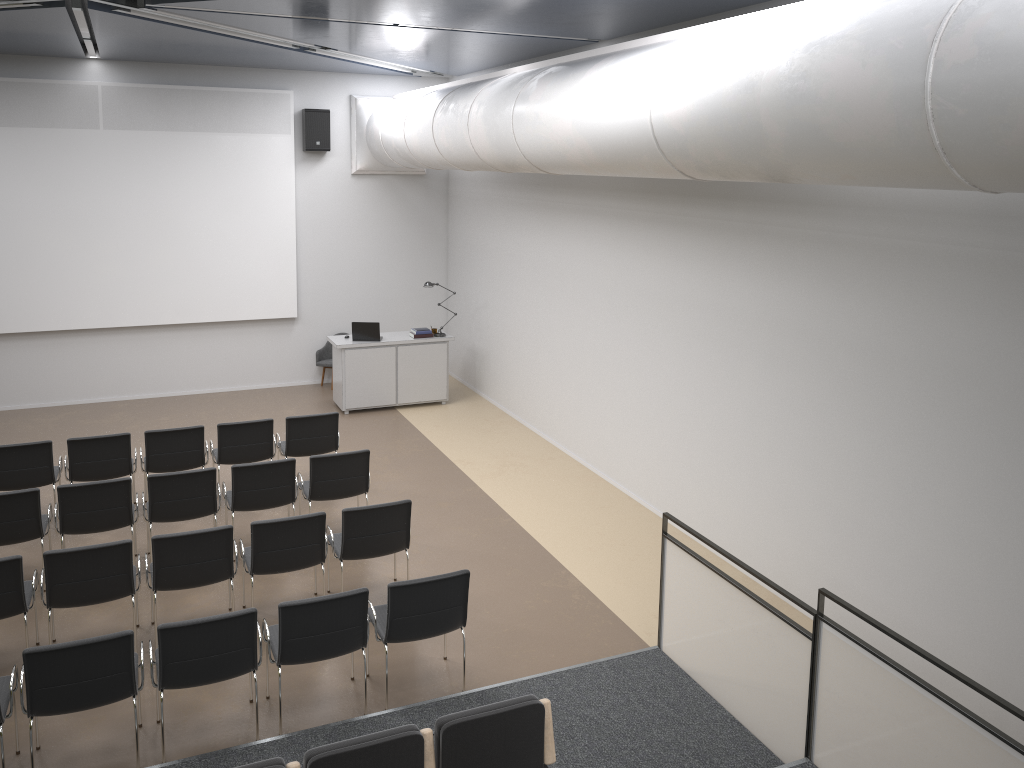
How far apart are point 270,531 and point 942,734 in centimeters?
462cm

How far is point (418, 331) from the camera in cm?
1262

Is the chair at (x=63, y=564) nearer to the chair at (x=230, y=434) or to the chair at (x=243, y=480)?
the chair at (x=243, y=480)

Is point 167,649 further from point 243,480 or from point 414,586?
point 243,480

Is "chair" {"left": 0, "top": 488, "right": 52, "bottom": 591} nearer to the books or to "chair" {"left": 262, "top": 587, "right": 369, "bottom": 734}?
"chair" {"left": 262, "top": 587, "right": 369, "bottom": 734}

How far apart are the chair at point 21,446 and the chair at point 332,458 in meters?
2.3 m

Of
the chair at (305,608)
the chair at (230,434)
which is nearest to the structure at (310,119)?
the chair at (230,434)

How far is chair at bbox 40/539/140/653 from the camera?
6.09m

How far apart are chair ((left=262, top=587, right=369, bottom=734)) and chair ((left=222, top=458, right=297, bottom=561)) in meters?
2.1 m

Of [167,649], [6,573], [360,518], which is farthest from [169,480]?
[167,649]
